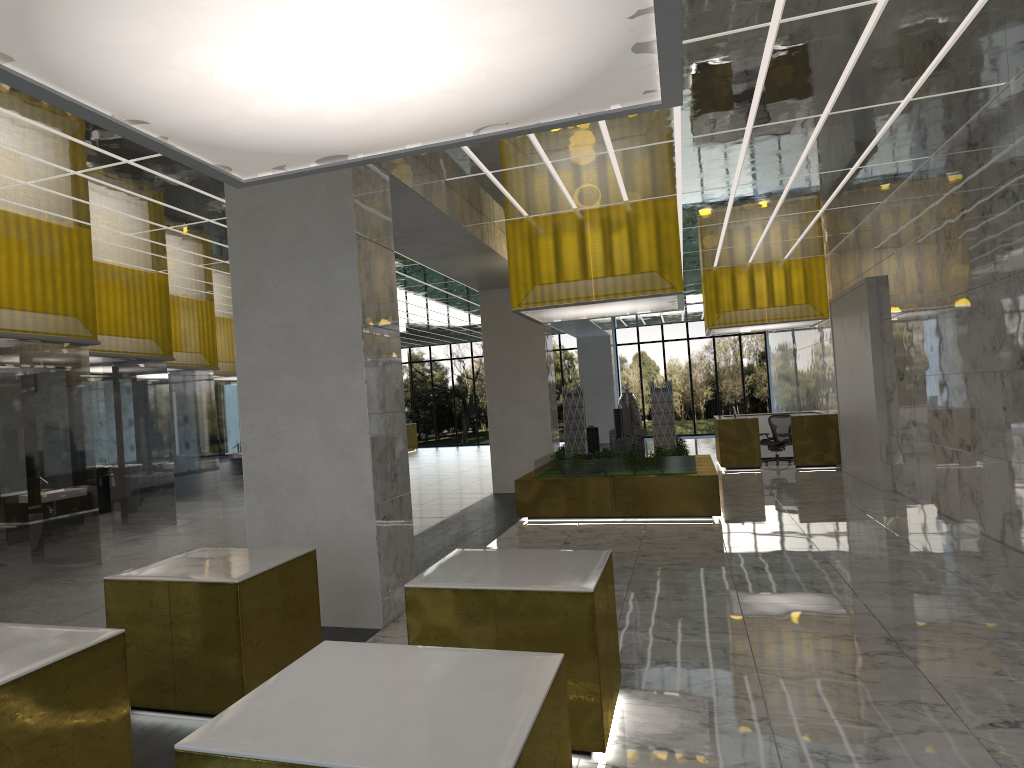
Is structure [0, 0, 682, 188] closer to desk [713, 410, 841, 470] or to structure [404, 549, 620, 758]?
structure [404, 549, 620, 758]

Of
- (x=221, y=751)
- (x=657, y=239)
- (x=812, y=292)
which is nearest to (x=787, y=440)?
(x=812, y=292)

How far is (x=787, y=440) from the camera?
27.70m

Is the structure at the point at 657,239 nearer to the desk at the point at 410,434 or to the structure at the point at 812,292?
the structure at the point at 812,292

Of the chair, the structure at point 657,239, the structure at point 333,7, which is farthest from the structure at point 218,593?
the chair

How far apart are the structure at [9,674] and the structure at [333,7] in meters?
2.8

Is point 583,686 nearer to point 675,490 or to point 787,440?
point 675,490

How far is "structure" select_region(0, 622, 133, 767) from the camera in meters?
4.1

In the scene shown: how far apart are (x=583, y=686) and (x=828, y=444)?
22.1 meters

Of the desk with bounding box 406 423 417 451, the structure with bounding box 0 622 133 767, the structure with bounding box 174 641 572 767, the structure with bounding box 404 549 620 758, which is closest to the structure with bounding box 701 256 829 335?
the structure with bounding box 404 549 620 758
